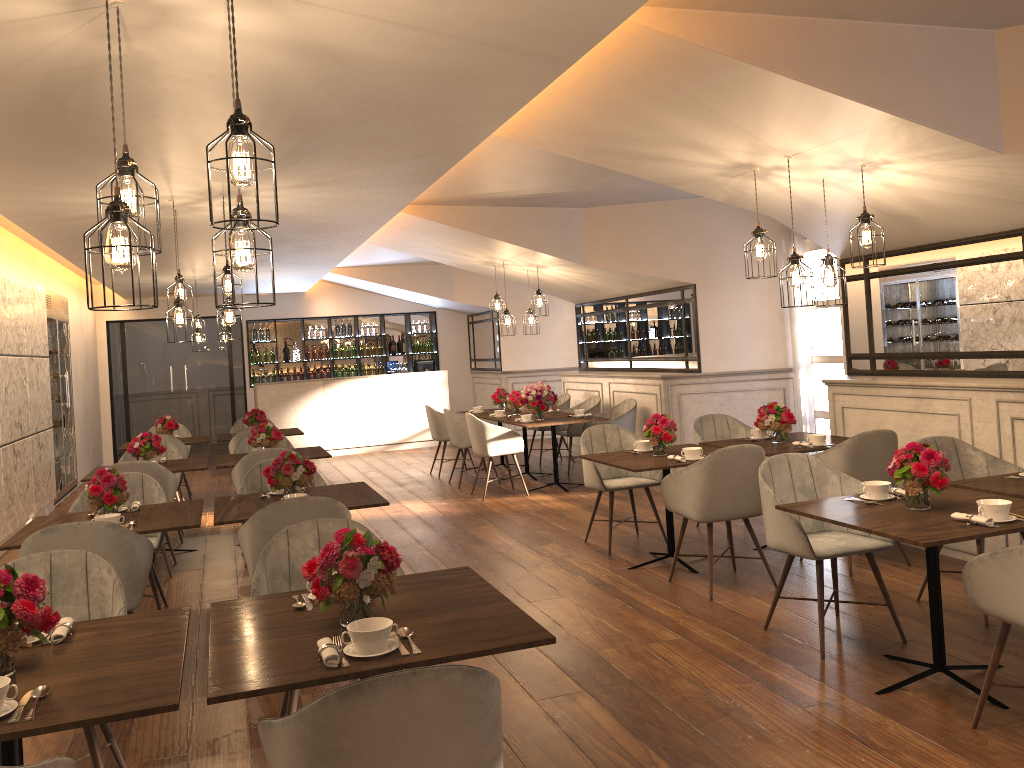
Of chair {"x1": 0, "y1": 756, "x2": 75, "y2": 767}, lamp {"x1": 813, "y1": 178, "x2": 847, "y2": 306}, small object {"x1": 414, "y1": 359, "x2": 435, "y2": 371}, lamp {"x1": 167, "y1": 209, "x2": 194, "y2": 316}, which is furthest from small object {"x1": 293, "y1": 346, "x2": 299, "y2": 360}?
chair {"x1": 0, "y1": 756, "x2": 75, "y2": 767}

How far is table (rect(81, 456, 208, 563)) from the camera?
6.99m

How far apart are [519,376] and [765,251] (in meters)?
9.26

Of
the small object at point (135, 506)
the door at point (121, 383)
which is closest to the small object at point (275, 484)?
the small object at point (135, 506)

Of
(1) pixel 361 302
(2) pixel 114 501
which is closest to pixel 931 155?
(2) pixel 114 501

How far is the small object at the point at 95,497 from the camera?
4.6 meters

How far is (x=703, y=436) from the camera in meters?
7.0

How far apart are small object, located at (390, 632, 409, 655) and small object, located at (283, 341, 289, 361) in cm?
1332

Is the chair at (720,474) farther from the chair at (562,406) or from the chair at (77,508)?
the chair at (562,406)

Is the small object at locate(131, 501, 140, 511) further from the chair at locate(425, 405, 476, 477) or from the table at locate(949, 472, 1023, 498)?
the chair at locate(425, 405, 476, 477)
